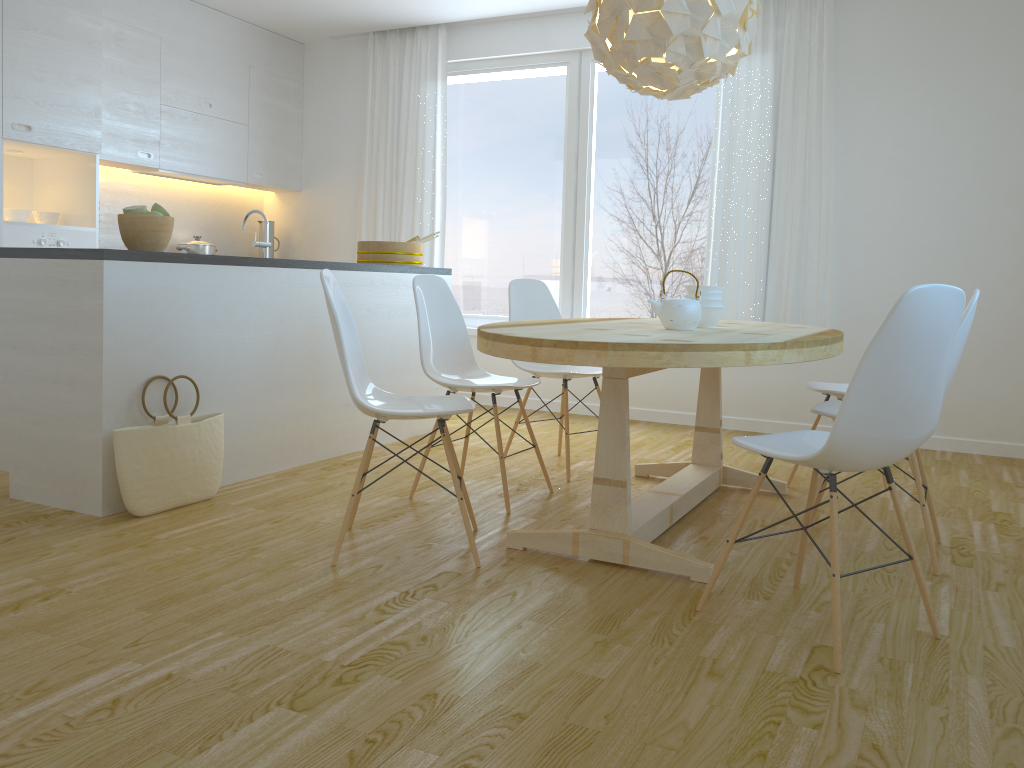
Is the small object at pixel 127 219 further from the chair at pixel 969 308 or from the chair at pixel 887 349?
the chair at pixel 969 308

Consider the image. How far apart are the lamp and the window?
2.3 meters

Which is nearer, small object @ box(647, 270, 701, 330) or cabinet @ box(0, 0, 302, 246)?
small object @ box(647, 270, 701, 330)

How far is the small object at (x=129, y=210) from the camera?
3.3 meters

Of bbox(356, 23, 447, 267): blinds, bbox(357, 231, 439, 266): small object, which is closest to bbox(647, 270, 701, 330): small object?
bbox(357, 231, 439, 266): small object

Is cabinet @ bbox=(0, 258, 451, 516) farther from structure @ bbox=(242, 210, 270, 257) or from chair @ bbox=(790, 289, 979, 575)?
chair @ bbox=(790, 289, 979, 575)

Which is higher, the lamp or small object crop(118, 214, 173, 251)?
the lamp

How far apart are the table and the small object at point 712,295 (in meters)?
0.12

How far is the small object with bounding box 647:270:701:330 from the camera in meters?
3.0

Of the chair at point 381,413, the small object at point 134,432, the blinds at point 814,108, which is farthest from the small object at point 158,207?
the blinds at point 814,108
